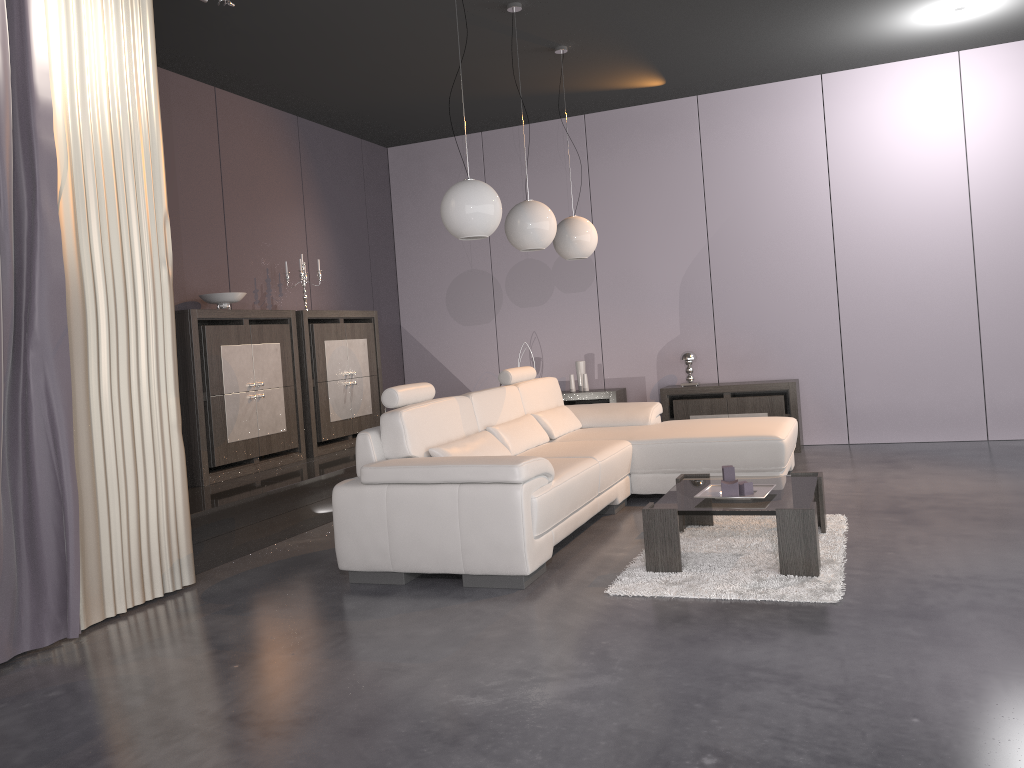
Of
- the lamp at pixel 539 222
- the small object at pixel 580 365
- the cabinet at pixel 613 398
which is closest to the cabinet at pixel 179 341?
the lamp at pixel 539 222

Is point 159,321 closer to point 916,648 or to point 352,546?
point 352,546

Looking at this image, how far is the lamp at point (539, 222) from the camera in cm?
500

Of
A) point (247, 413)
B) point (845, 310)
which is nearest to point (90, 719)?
point (247, 413)

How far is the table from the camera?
3.57m

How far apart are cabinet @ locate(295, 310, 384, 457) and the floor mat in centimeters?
306cm

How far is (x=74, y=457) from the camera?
3.4m

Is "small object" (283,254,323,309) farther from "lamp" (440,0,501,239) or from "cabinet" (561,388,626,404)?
"lamp" (440,0,501,239)

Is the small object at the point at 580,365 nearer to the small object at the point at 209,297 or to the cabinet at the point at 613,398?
the cabinet at the point at 613,398

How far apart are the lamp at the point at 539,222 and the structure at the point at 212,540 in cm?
185
